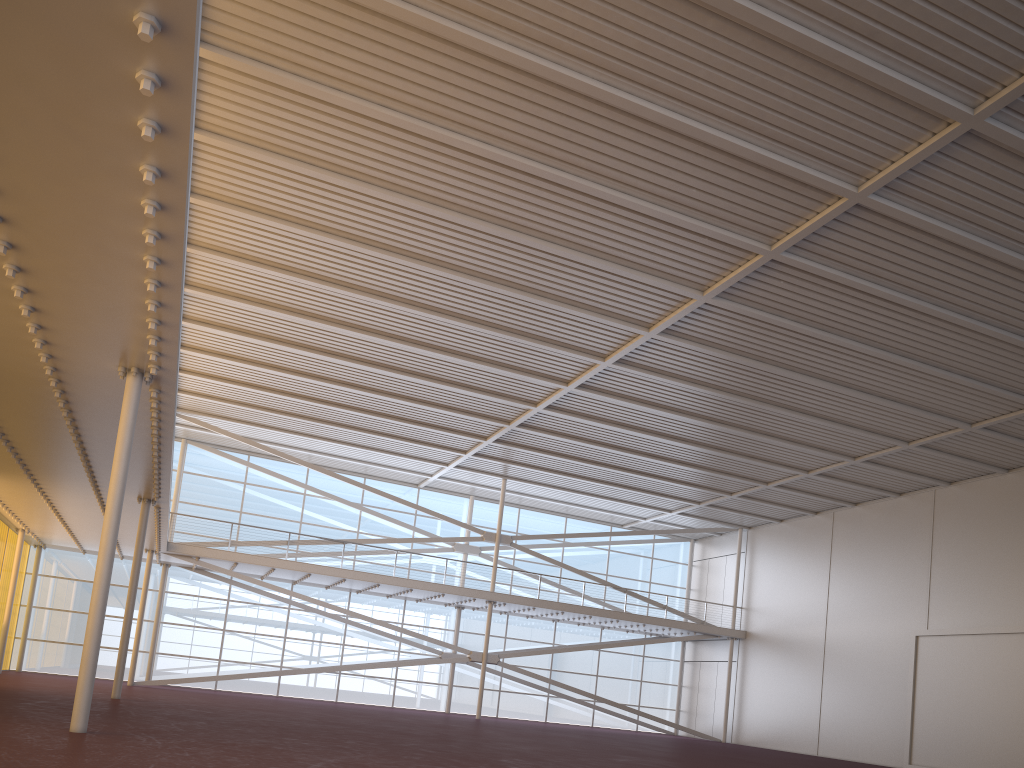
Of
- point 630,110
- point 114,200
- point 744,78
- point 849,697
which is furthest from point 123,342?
point 849,697

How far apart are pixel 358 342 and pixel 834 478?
18.05m
